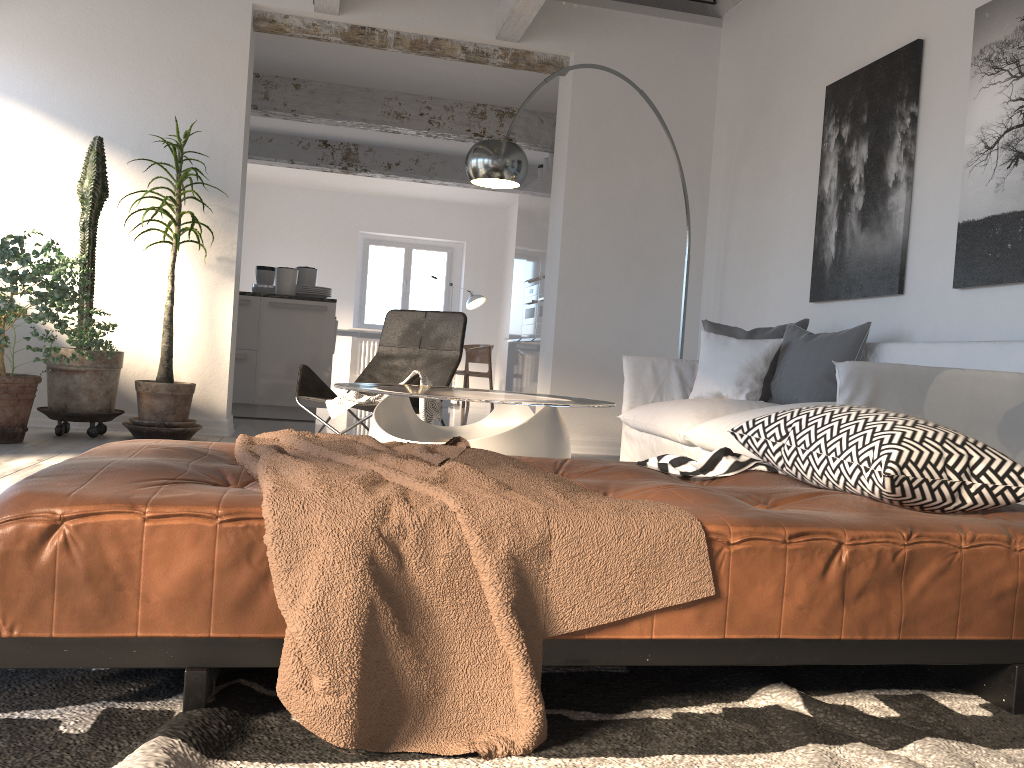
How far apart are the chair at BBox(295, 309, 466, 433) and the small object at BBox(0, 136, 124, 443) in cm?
112

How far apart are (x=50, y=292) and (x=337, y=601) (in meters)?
3.84

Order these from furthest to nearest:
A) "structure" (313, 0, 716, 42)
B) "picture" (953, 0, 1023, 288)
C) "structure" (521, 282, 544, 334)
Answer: "structure" (521, 282, 544, 334) < "structure" (313, 0, 716, 42) < "picture" (953, 0, 1023, 288)

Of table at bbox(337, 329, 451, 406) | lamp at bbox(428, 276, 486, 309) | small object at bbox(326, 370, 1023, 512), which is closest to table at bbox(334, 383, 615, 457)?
small object at bbox(326, 370, 1023, 512)

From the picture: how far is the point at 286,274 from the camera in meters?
7.1 m

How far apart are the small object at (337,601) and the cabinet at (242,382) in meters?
5.1

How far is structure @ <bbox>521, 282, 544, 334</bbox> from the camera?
8.2m

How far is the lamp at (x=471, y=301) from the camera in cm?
1233

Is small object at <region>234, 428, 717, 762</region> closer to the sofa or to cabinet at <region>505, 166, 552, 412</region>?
the sofa

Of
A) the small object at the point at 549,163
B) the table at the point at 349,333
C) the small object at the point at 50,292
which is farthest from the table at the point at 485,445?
the table at the point at 349,333
